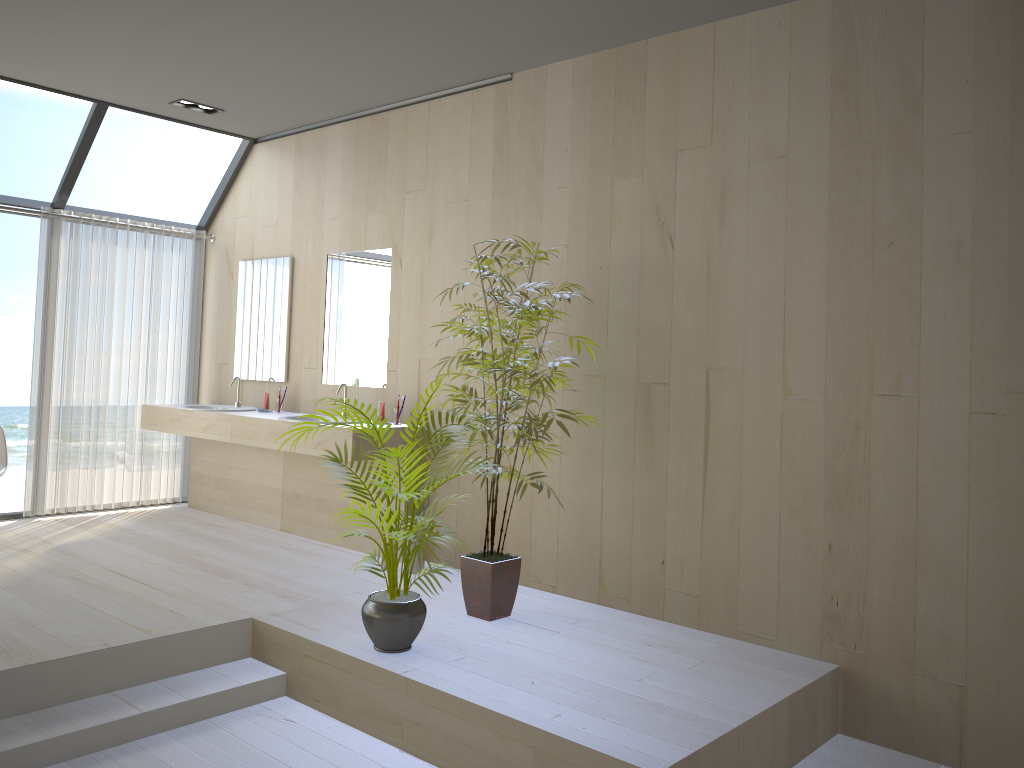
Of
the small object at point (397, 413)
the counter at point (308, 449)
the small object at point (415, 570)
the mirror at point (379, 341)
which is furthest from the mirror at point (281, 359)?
the small object at point (415, 570)

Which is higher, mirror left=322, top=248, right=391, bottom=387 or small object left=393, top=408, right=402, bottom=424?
mirror left=322, top=248, right=391, bottom=387

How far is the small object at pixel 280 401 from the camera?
6.0 meters

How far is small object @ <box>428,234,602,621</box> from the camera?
4.0m

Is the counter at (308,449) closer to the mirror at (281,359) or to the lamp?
the mirror at (281,359)

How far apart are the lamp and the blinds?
1.1m

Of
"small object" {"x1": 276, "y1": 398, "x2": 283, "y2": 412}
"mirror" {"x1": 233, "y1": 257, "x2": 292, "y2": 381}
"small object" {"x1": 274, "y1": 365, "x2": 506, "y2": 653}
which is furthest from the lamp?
"small object" {"x1": 274, "y1": 365, "x2": 506, "y2": 653}

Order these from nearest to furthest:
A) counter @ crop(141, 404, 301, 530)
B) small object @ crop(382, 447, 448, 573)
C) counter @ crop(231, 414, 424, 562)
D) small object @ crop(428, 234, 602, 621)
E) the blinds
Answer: small object @ crop(428, 234, 602, 621) < small object @ crop(382, 447, 448, 573) < counter @ crop(231, 414, 424, 562) < counter @ crop(141, 404, 301, 530) < the blinds

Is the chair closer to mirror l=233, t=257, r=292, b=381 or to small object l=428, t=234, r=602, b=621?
mirror l=233, t=257, r=292, b=381

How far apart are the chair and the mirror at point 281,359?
1.6 meters
